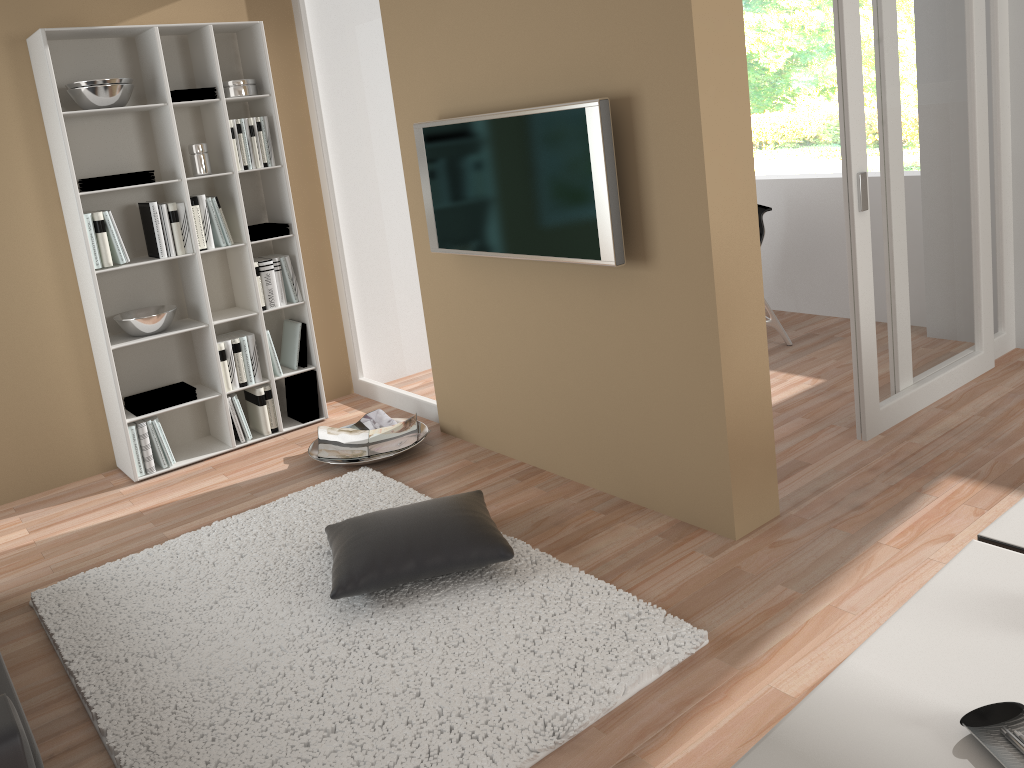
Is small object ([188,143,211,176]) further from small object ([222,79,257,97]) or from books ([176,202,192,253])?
small object ([222,79,257,97])

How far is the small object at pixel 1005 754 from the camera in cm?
110

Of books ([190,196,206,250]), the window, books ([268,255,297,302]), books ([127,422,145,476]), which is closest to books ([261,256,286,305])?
books ([268,255,297,302])

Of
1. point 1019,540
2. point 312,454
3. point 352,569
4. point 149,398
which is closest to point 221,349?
point 149,398

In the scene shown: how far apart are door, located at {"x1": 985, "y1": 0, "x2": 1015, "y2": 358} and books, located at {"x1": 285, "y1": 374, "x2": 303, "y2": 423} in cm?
369

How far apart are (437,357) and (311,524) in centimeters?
114cm

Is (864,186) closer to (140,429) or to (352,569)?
(352,569)

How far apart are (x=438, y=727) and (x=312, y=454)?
2.2m

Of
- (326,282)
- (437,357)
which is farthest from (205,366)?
(437,357)

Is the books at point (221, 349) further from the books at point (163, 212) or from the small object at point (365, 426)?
the small object at point (365, 426)
